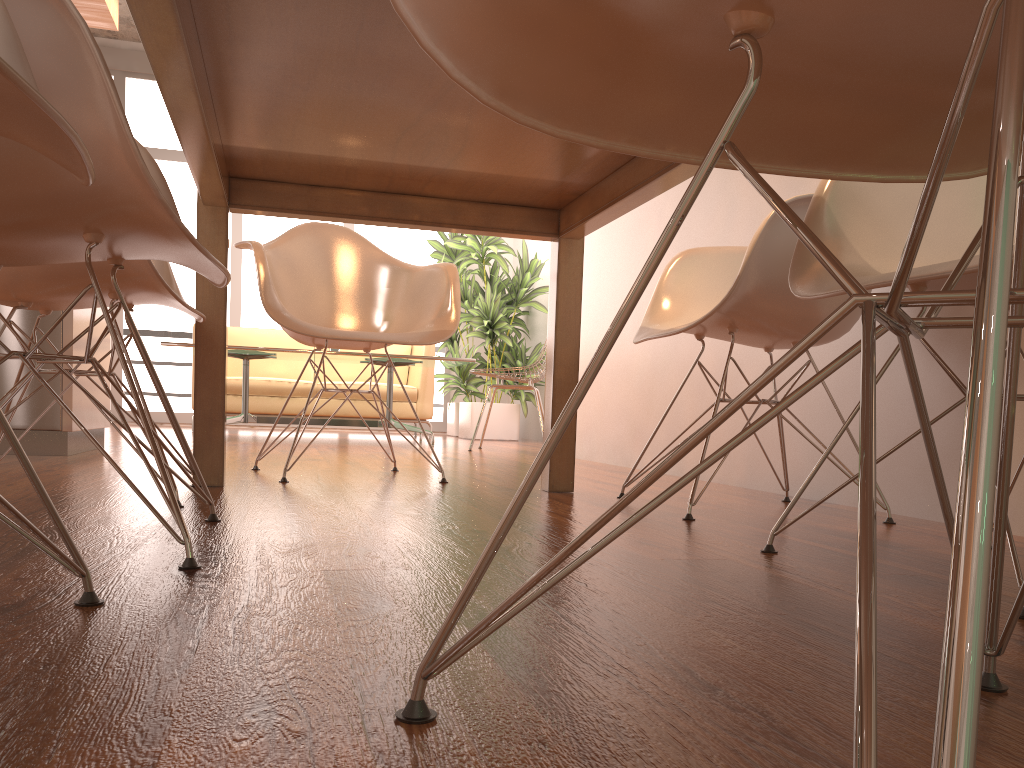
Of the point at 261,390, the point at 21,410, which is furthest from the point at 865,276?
the point at 261,390

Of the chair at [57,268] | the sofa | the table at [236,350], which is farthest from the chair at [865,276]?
the sofa

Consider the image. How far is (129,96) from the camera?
8.1m

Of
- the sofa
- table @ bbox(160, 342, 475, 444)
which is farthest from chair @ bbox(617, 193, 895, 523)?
the sofa

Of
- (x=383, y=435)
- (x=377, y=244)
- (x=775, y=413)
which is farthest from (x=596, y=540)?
(x=377, y=244)

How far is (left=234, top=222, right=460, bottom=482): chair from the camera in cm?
258

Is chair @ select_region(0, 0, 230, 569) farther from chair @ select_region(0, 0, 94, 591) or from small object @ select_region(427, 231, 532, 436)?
small object @ select_region(427, 231, 532, 436)

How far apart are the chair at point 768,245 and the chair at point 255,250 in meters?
0.6

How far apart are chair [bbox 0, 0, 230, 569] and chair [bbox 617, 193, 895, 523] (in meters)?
0.97

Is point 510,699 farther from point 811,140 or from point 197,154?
point 197,154
